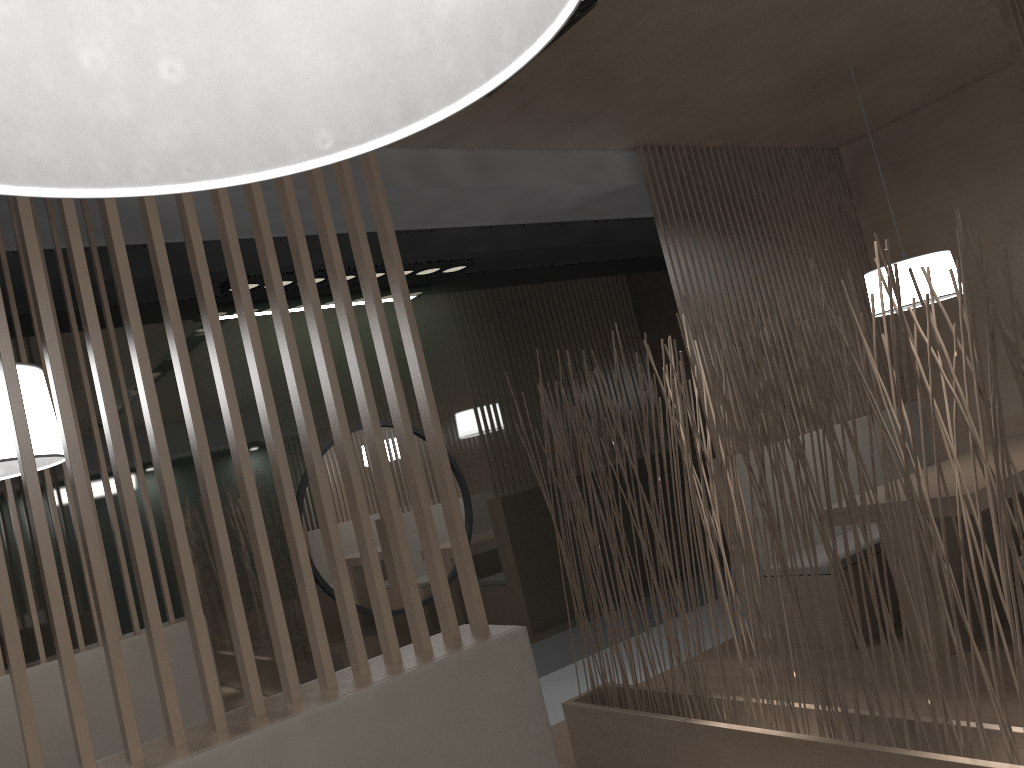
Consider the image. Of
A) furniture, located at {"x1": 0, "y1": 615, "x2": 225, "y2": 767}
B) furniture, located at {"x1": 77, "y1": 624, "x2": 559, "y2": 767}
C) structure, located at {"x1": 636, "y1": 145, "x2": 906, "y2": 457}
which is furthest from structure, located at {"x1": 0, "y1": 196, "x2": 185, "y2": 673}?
structure, located at {"x1": 636, "y1": 145, "x2": 906, "y2": 457}

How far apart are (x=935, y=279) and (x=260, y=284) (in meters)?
1.87

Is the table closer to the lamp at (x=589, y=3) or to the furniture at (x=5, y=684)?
the lamp at (x=589, y=3)

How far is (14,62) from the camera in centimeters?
34cm

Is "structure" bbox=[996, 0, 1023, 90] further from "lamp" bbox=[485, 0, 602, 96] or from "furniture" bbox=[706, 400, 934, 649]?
"furniture" bbox=[706, 400, 934, 649]

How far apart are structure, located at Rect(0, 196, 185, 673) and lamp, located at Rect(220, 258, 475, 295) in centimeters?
65cm

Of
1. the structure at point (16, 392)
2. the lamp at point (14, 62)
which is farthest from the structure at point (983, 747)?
the lamp at point (14, 62)

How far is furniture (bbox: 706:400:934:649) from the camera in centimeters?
247cm

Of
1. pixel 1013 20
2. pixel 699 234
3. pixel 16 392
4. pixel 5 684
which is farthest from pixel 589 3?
pixel 5 684

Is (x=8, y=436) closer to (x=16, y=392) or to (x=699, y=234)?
(x=16, y=392)
